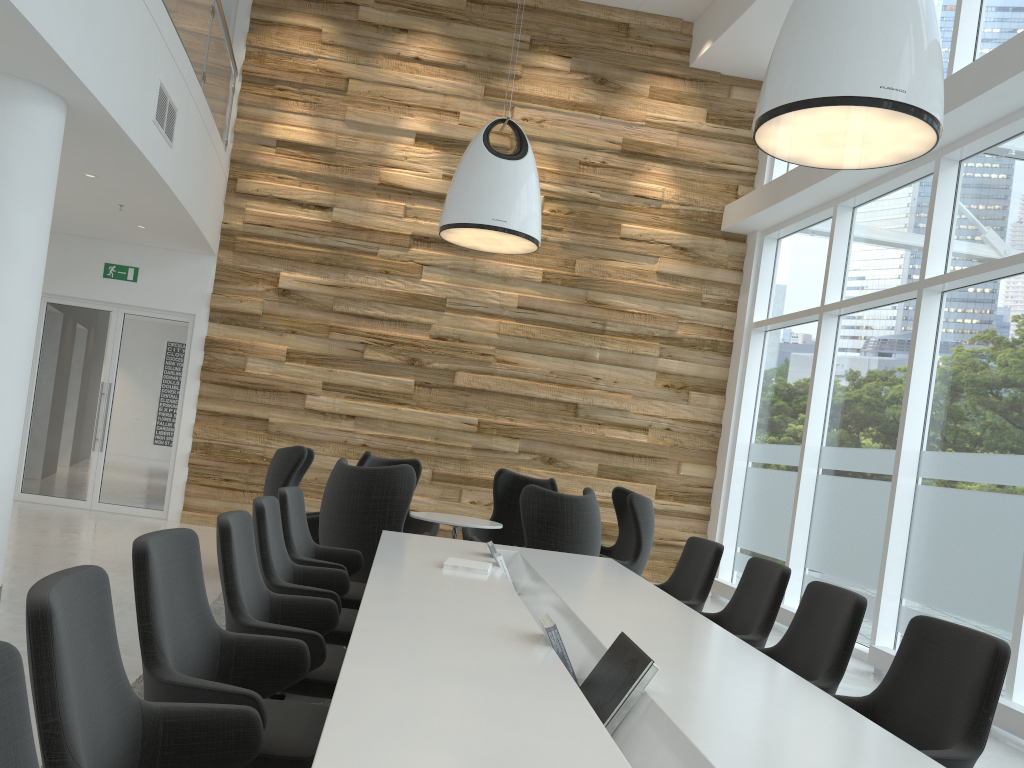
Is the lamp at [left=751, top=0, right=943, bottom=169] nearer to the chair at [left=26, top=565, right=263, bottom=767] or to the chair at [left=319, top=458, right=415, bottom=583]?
the chair at [left=319, top=458, right=415, bottom=583]

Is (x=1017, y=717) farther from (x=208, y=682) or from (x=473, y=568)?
(x=208, y=682)

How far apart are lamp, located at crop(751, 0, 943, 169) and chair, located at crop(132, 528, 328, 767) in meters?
3.2

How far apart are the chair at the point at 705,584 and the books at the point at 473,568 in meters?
1.3

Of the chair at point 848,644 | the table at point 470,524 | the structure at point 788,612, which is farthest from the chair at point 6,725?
the structure at point 788,612

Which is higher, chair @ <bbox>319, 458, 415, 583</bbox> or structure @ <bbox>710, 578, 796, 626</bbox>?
chair @ <bbox>319, 458, 415, 583</bbox>

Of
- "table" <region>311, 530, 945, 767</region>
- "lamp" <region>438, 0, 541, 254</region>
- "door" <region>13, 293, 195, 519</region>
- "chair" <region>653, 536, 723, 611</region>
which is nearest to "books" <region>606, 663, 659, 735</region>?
"table" <region>311, 530, 945, 767</region>

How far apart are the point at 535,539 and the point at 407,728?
4.3 meters

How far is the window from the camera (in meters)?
6.47

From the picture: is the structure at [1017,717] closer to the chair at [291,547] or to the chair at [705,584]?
the chair at [705,584]
